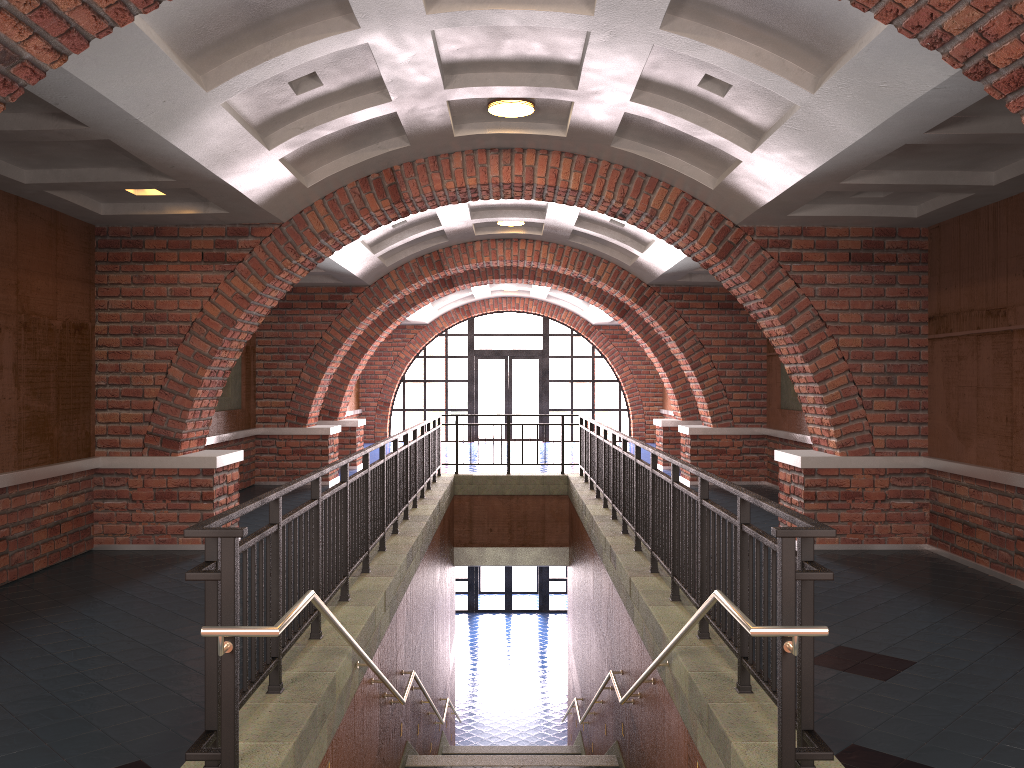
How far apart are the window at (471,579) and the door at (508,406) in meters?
4.3

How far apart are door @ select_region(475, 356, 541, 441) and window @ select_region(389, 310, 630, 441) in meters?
0.5

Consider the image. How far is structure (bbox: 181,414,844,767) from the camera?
3.01m

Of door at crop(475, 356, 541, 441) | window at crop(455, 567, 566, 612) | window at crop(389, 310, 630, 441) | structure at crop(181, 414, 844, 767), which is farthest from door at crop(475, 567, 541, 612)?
structure at crop(181, 414, 844, 767)

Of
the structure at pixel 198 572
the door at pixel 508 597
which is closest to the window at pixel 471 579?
the door at pixel 508 597

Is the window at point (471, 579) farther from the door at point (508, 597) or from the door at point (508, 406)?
the door at point (508, 406)

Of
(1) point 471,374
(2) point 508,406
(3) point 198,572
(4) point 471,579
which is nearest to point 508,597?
(4) point 471,579

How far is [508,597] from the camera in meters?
23.0 m

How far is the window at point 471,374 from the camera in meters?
23.0 m

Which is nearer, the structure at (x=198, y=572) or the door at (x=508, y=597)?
the structure at (x=198, y=572)
